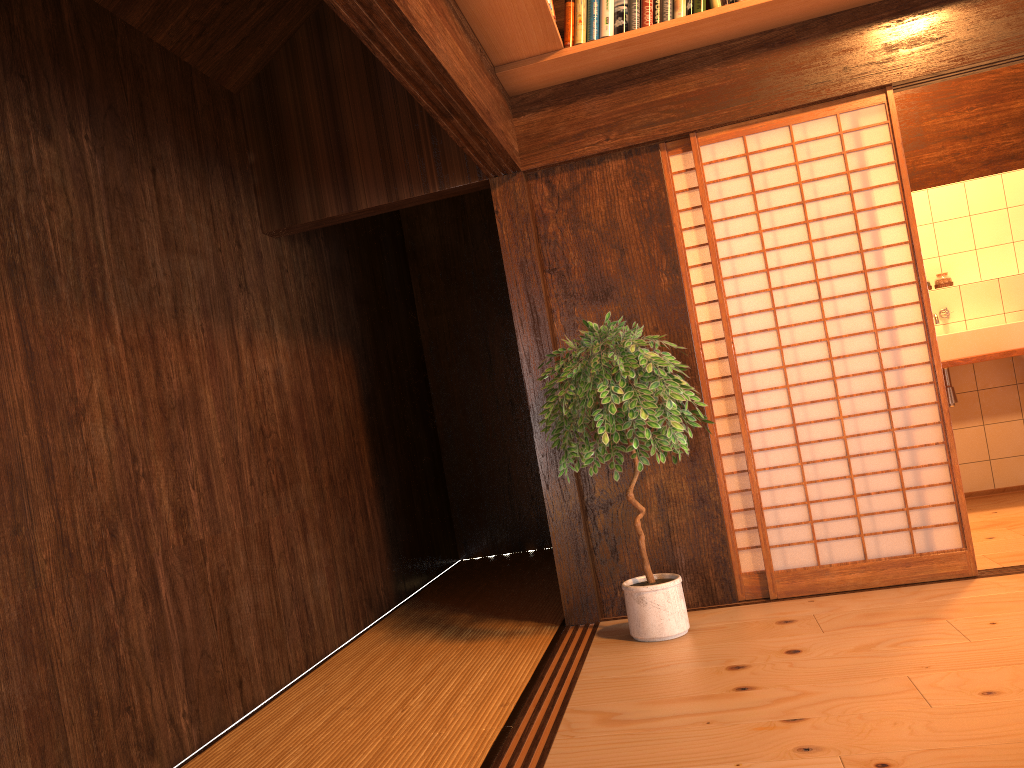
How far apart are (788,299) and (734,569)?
2.6 meters

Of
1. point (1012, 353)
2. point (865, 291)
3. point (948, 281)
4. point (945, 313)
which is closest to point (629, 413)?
point (865, 291)

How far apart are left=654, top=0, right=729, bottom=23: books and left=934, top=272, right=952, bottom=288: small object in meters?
3.1

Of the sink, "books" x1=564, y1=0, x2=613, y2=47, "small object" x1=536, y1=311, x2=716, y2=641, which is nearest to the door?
the sink

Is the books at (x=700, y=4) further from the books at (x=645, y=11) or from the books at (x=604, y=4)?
the books at (x=604, y=4)

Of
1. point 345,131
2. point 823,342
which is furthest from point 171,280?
point 823,342

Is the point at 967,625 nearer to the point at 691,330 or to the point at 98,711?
the point at 691,330

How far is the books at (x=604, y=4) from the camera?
3.6 meters

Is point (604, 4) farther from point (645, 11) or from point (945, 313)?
point (945, 313)

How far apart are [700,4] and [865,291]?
1.36m
